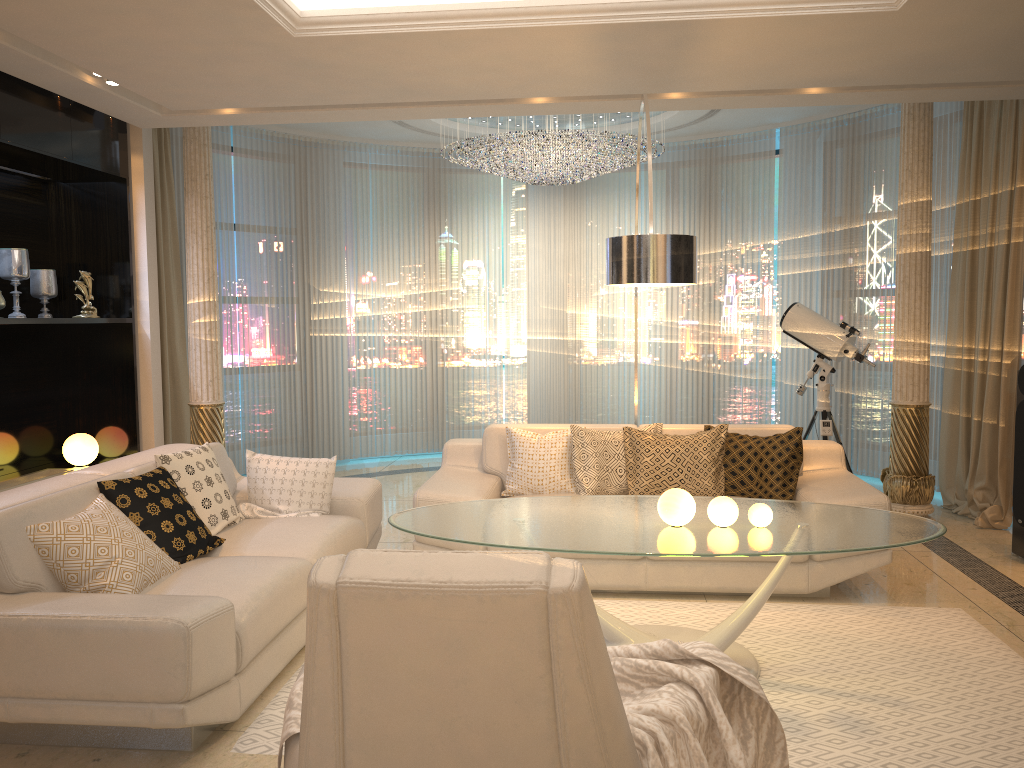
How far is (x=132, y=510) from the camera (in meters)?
3.49

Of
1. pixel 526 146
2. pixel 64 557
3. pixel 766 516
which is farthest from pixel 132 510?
pixel 526 146

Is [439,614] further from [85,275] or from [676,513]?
[85,275]

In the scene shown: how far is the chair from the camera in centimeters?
140cm

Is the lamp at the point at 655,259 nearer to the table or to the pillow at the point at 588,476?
the table

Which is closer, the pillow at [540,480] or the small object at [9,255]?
the pillow at [540,480]

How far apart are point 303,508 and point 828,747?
2.6 meters

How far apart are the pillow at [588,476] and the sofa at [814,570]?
0.05m

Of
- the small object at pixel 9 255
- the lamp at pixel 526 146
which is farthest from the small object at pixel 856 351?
the small object at pixel 9 255

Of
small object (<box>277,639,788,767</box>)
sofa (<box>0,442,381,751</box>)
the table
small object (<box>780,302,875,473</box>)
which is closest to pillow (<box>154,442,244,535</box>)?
sofa (<box>0,442,381,751</box>)
